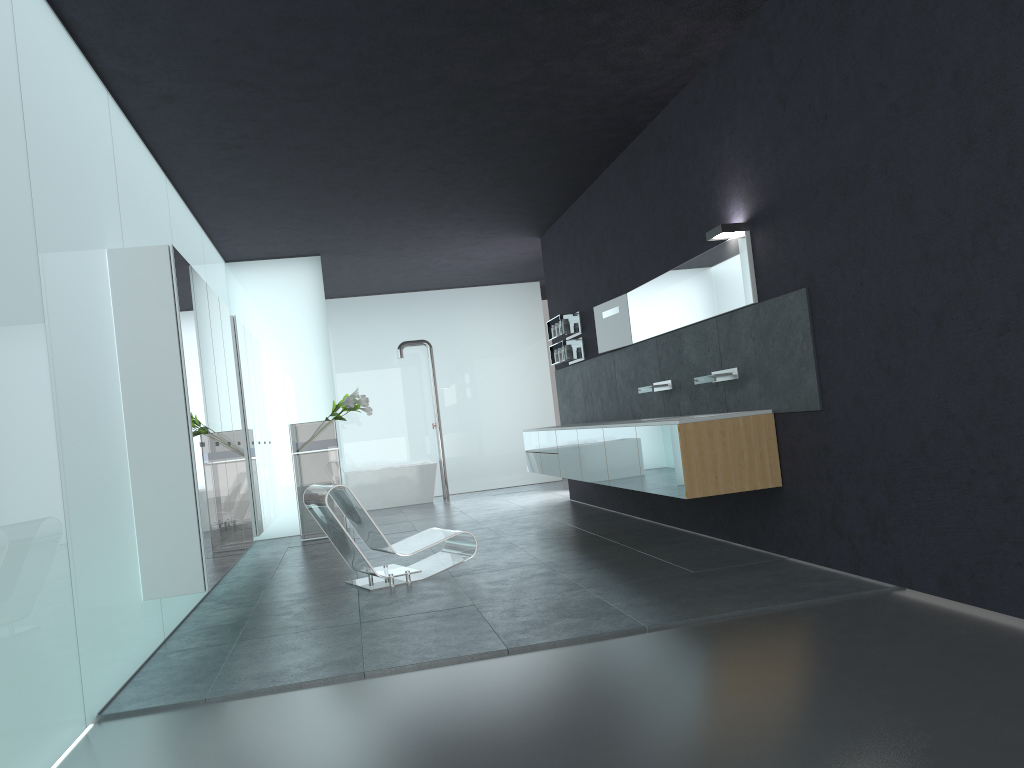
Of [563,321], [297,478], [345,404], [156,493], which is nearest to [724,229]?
[156,493]

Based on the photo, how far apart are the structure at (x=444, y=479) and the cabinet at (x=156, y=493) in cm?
455

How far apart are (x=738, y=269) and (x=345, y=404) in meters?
6.0 m

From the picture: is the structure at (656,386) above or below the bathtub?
above

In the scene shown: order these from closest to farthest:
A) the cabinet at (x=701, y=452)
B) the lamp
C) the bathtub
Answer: the cabinet at (x=701, y=452)
the lamp
the bathtub

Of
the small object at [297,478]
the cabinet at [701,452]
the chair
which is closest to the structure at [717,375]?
the cabinet at [701,452]

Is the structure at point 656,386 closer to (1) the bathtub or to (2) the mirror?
(2) the mirror

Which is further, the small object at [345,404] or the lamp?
the small object at [345,404]

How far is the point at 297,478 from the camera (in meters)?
11.22

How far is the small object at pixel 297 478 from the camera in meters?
11.2 m
